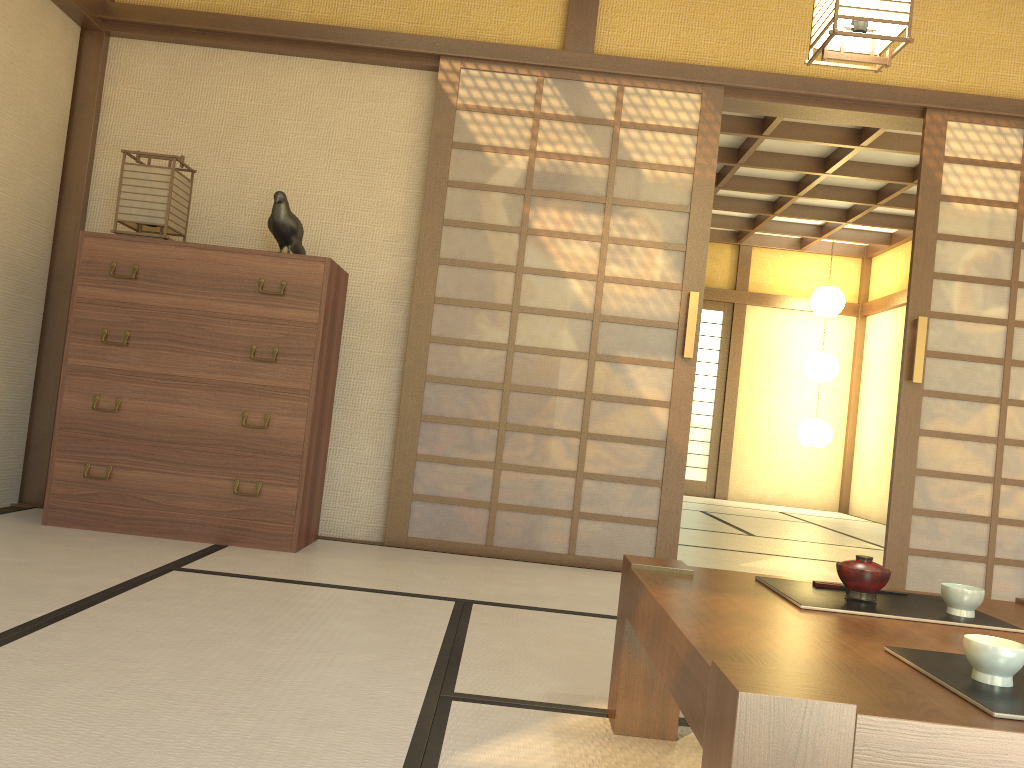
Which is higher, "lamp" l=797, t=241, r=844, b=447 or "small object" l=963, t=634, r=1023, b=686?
"lamp" l=797, t=241, r=844, b=447

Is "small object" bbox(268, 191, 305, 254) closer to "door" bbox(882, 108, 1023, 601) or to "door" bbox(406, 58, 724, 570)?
"door" bbox(406, 58, 724, 570)

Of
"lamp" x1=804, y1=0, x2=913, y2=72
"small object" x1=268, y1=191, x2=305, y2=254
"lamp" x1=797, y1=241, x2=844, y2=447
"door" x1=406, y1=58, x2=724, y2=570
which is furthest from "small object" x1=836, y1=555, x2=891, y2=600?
"lamp" x1=797, y1=241, x2=844, y2=447

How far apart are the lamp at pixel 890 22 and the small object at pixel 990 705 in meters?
1.9 m

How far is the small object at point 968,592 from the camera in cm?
163

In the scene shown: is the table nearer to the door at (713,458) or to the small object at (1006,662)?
the small object at (1006,662)

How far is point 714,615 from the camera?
1.43m

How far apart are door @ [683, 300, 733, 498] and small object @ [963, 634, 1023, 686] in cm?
895

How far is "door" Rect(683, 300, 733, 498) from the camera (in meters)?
10.01

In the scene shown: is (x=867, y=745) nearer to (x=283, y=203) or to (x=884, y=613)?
(x=884, y=613)
